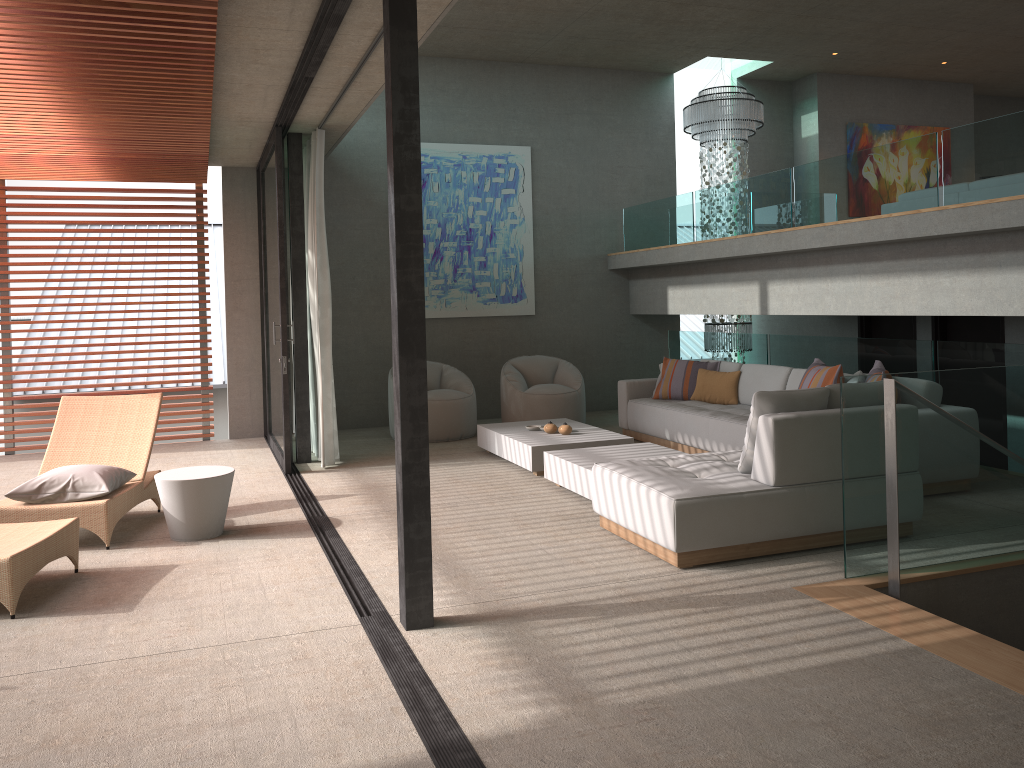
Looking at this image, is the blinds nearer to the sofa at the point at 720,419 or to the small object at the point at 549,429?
the small object at the point at 549,429

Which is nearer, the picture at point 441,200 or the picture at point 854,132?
the picture at point 441,200

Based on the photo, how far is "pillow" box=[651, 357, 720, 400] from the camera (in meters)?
8.50

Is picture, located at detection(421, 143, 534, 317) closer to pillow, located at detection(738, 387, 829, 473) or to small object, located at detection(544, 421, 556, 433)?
small object, located at detection(544, 421, 556, 433)

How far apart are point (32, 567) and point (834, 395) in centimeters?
429cm

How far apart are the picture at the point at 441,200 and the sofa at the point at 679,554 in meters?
5.3

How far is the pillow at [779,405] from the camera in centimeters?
481cm

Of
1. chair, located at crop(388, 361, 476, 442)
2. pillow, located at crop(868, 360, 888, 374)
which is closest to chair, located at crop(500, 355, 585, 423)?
chair, located at crop(388, 361, 476, 442)

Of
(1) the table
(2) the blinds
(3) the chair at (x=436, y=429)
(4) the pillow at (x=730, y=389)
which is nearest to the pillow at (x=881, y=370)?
(4) the pillow at (x=730, y=389)

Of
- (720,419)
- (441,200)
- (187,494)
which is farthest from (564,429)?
(441,200)
